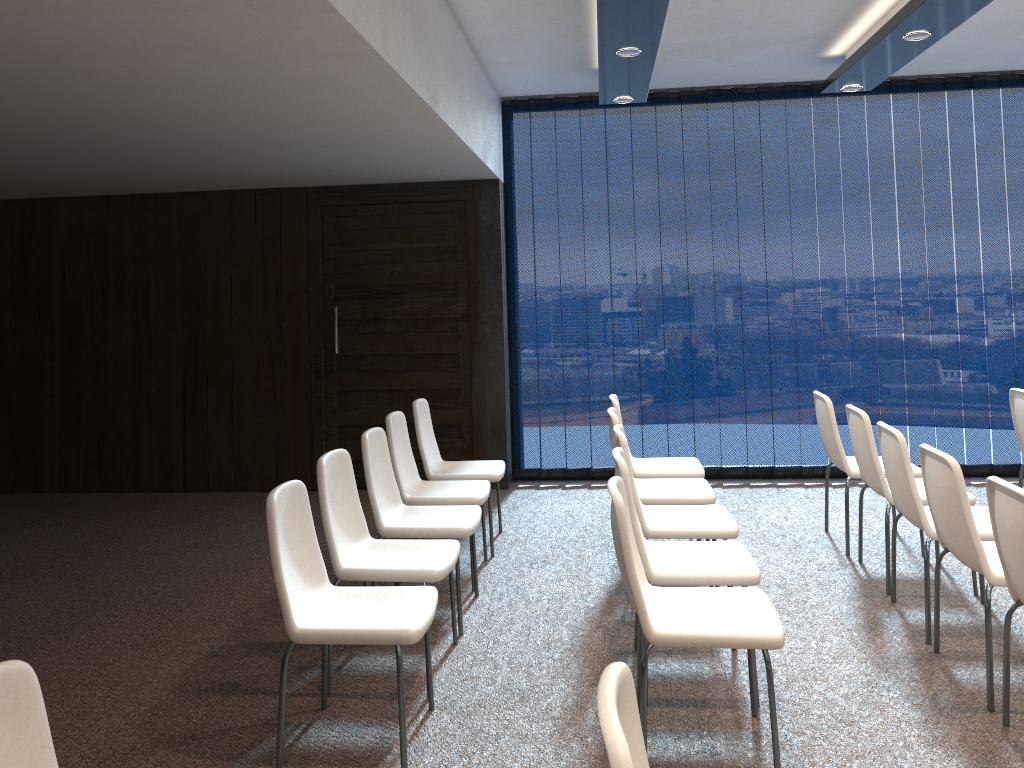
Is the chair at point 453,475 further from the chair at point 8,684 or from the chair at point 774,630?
the chair at point 8,684

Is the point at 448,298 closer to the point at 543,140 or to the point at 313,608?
the point at 543,140

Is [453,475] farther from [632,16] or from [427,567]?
[632,16]

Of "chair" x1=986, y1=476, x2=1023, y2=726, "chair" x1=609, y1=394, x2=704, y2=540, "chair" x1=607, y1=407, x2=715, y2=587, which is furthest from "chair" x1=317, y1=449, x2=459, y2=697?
"chair" x1=986, y1=476, x2=1023, y2=726

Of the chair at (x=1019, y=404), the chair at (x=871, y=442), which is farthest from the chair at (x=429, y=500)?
the chair at (x=1019, y=404)

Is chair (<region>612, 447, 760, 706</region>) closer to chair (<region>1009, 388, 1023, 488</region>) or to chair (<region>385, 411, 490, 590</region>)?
chair (<region>385, 411, 490, 590</region>)

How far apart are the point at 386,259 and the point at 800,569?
3.9 meters

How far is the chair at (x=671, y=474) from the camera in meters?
5.3 m

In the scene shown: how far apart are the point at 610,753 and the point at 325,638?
1.8 meters

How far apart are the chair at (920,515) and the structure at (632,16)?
2.0 meters
